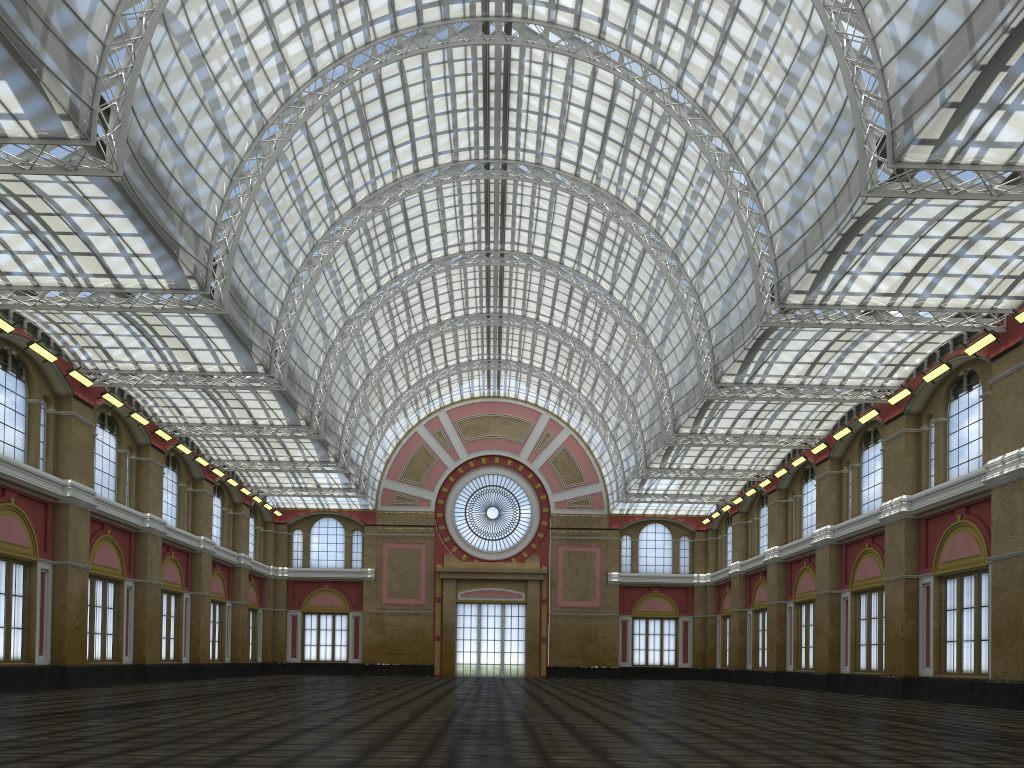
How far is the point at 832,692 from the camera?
45.6 meters

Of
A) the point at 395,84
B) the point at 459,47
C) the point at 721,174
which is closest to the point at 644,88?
the point at 721,174
